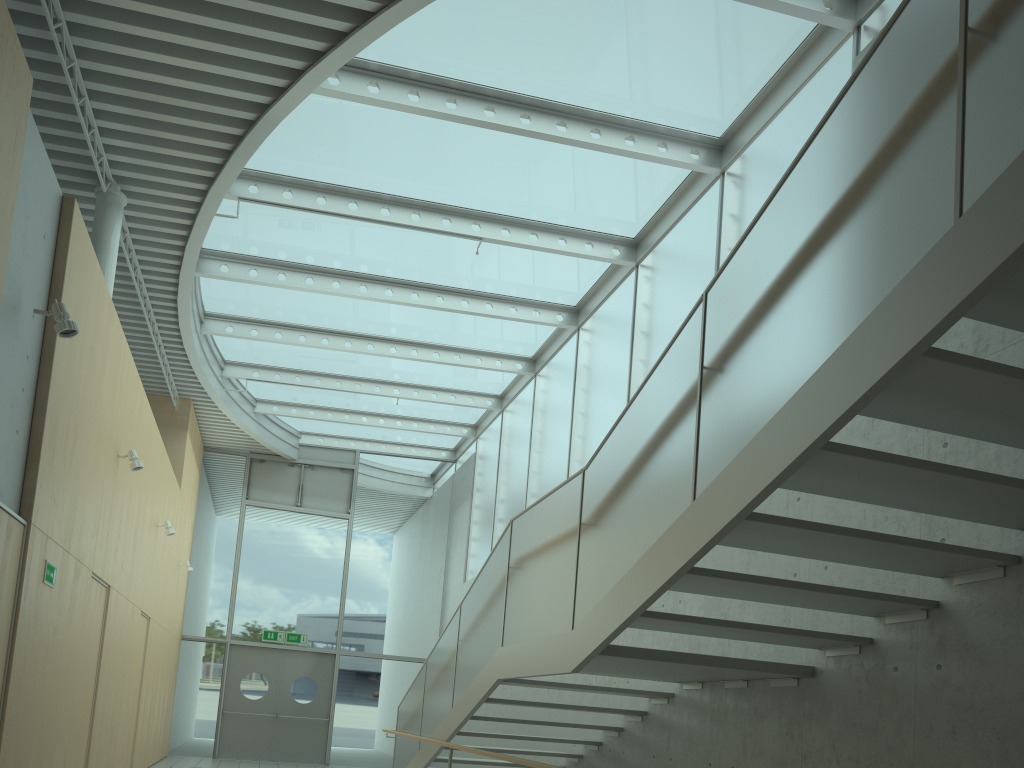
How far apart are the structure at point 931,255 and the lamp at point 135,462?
3.18m

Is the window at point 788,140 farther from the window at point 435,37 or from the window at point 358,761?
the window at point 358,761

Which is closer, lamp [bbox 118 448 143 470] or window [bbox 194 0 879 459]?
window [bbox 194 0 879 459]

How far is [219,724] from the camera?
14.52m

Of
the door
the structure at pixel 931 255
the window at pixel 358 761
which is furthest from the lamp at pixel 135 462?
the door

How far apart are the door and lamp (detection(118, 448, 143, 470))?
8.4 meters

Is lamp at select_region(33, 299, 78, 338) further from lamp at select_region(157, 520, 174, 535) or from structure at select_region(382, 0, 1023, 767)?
lamp at select_region(157, 520, 174, 535)

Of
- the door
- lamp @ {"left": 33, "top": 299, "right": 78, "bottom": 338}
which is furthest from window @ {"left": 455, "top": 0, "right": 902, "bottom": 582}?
lamp @ {"left": 33, "top": 299, "right": 78, "bottom": 338}

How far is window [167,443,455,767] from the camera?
15.0m

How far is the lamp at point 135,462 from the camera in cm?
762
